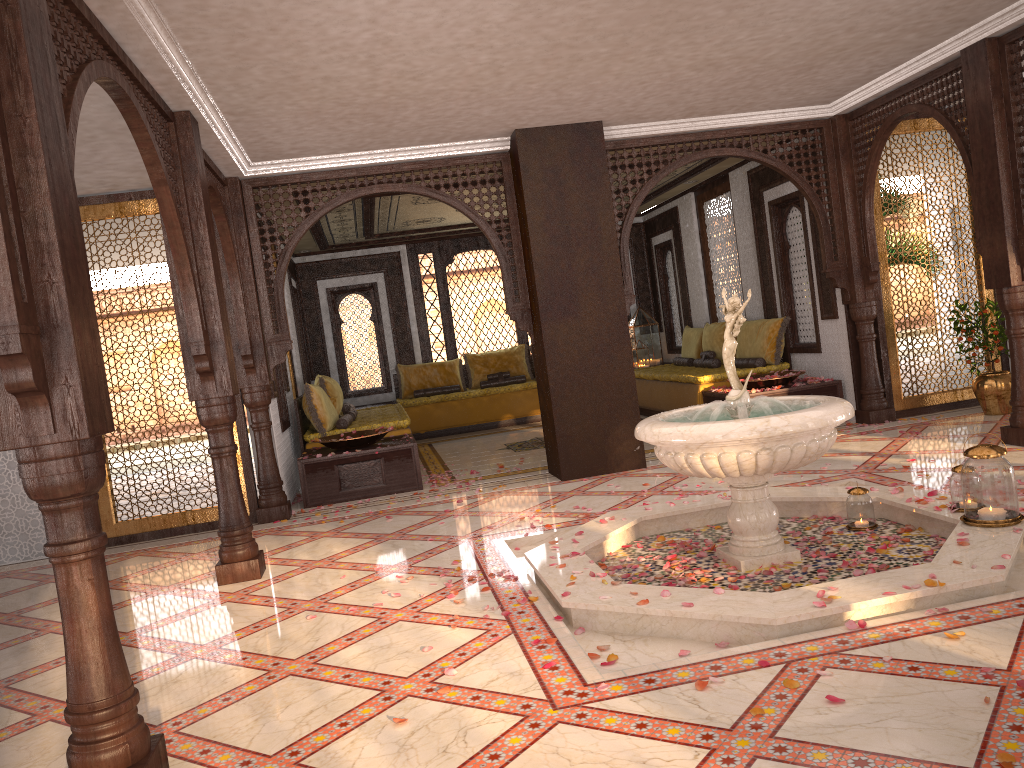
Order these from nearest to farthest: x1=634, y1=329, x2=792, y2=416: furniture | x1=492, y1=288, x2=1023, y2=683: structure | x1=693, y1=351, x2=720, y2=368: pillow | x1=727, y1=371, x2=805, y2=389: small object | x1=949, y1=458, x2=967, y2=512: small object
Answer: x1=492, y1=288, x2=1023, y2=683: structure → x1=949, y1=458, x2=967, y2=512: small object → x1=727, y1=371, x2=805, y2=389: small object → x1=634, y1=329, x2=792, y2=416: furniture → x1=693, y1=351, x2=720, y2=368: pillow

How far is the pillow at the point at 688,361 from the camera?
11.40m

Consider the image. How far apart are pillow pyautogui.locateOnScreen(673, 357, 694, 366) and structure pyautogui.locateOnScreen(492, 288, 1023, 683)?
5.6m

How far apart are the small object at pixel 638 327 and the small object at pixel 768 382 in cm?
450

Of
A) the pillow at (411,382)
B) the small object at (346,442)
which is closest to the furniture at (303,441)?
the small object at (346,442)

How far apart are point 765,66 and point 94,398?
5.3 meters

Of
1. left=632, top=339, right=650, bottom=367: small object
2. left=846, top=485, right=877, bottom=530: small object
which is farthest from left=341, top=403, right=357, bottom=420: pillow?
left=846, top=485, right=877, bottom=530: small object

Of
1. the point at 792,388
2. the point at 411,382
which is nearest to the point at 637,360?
the point at 411,382

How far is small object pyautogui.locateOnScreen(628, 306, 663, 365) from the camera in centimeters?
1308cm

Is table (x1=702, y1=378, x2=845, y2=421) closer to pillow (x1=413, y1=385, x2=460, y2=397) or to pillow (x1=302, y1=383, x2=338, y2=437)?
pillow (x1=302, y1=383, x2=338, y2=437)
